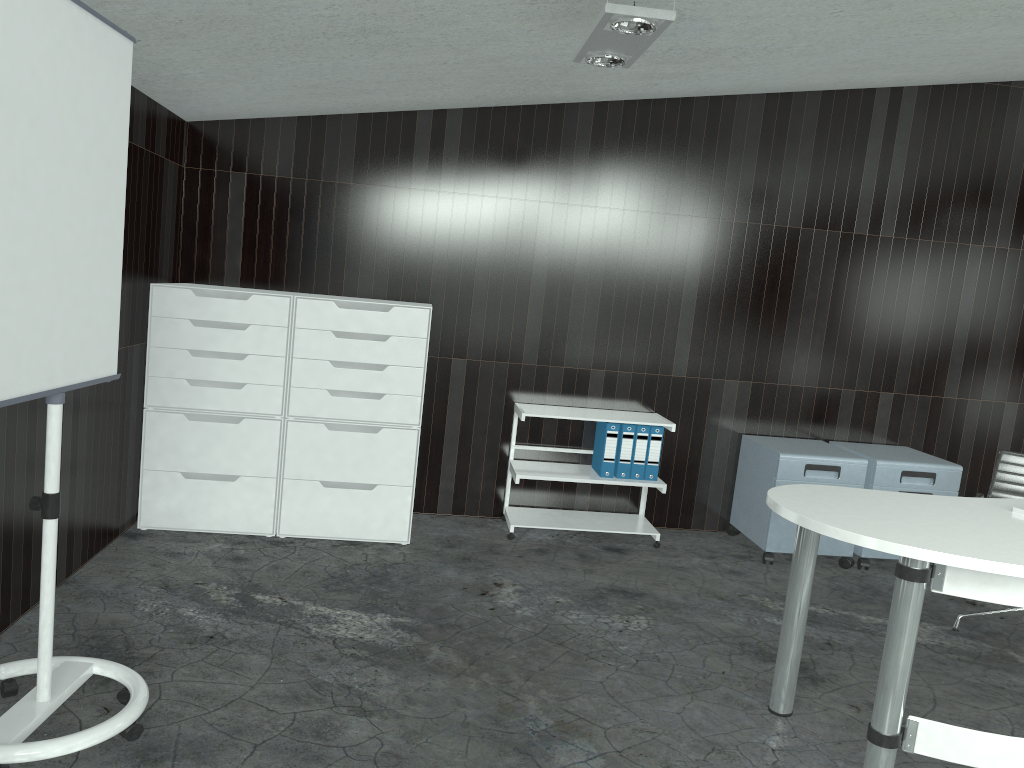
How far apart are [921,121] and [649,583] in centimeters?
300cm

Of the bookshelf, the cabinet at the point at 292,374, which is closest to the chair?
the bookshelf

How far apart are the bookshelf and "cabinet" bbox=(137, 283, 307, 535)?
1.2 meters

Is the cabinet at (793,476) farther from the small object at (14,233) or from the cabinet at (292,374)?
the small object at (14,233)

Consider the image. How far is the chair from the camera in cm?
404

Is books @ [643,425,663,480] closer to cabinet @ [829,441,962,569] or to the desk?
cabinet @ [829,441,962,569]

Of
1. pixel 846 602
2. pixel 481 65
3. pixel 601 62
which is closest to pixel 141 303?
pixel 481 65

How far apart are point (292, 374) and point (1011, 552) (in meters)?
3.03

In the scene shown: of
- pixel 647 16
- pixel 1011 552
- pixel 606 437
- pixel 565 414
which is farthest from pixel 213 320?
pixel 1011 552

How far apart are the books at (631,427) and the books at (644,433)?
0.0m
